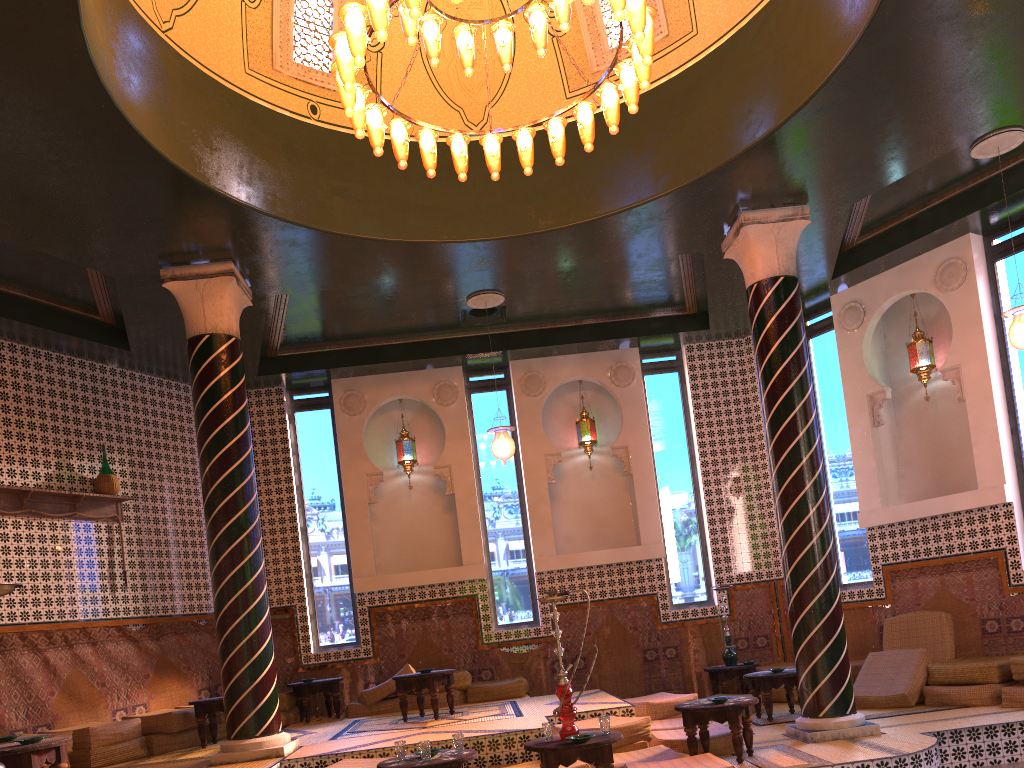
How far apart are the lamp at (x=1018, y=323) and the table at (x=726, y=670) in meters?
5.6

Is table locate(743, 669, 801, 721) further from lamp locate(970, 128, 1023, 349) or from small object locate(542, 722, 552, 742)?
small object locate(542, 722, 552, 742)

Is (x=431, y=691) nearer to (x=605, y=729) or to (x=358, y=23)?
(x=605, y=729)

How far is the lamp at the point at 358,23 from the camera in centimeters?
653cm

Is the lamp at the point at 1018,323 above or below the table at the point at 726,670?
above

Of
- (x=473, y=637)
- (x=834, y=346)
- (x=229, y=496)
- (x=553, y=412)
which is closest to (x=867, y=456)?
(x=834, y=346)

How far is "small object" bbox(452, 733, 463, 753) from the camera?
6.7 meters

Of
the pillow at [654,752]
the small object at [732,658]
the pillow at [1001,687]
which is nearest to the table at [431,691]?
the pillow at [654,752]

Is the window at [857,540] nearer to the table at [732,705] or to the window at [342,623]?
the table at [732,705]

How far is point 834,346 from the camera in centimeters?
1331cm
